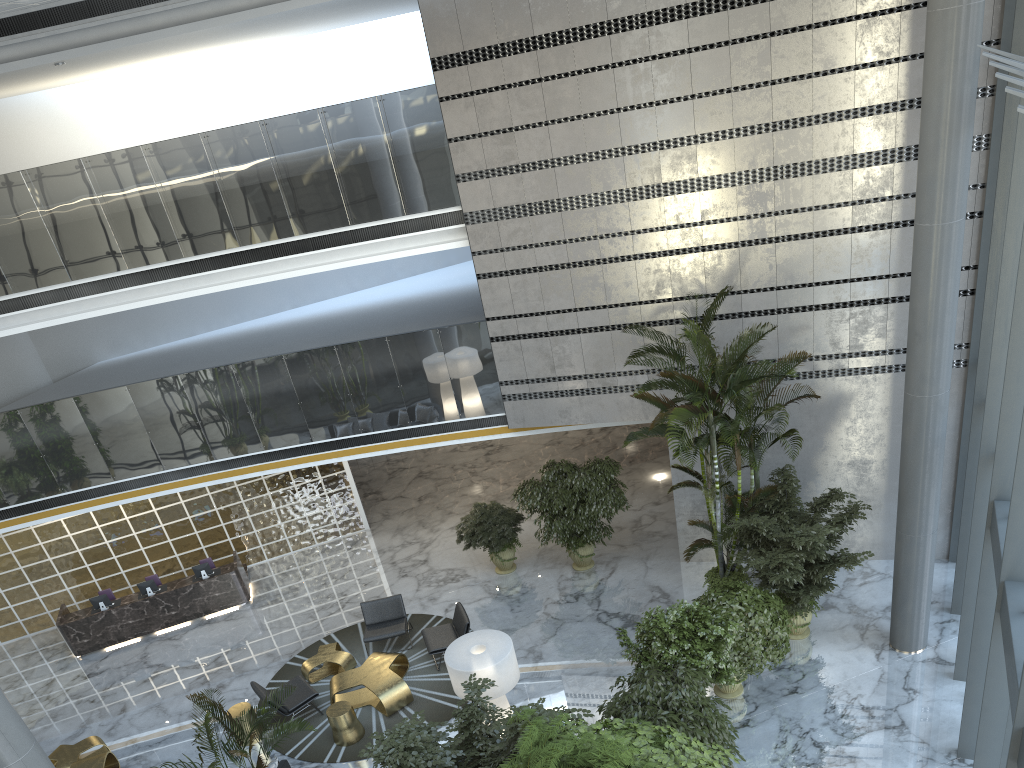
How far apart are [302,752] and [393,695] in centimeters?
126cm

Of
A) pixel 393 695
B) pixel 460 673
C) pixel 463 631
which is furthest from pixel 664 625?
pixel 393 695

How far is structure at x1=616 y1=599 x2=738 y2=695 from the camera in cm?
895

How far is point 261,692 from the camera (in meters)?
11.06

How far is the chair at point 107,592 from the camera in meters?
14.8 m

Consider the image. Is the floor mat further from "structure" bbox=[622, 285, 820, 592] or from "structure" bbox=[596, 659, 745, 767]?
"structure" bbox=[622, 285, 820, 592]

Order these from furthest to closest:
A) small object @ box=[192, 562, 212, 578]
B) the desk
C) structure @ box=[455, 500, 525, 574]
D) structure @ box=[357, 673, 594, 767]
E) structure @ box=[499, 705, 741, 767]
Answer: small object @ box=[192, 562, 212, 578] < the desk < structure @ box=[455, 500, 525, 574] < structure @ box=[357, 673, 594, 767] < structure @ box=[499, 705, 741, 767]

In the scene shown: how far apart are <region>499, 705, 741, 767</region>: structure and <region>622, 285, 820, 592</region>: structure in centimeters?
370cm

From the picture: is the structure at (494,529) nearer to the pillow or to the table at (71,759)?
the pillow

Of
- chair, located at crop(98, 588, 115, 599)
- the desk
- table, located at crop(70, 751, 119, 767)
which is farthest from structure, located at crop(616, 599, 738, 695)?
chair, located at crop(98, 588, 115, 599)
